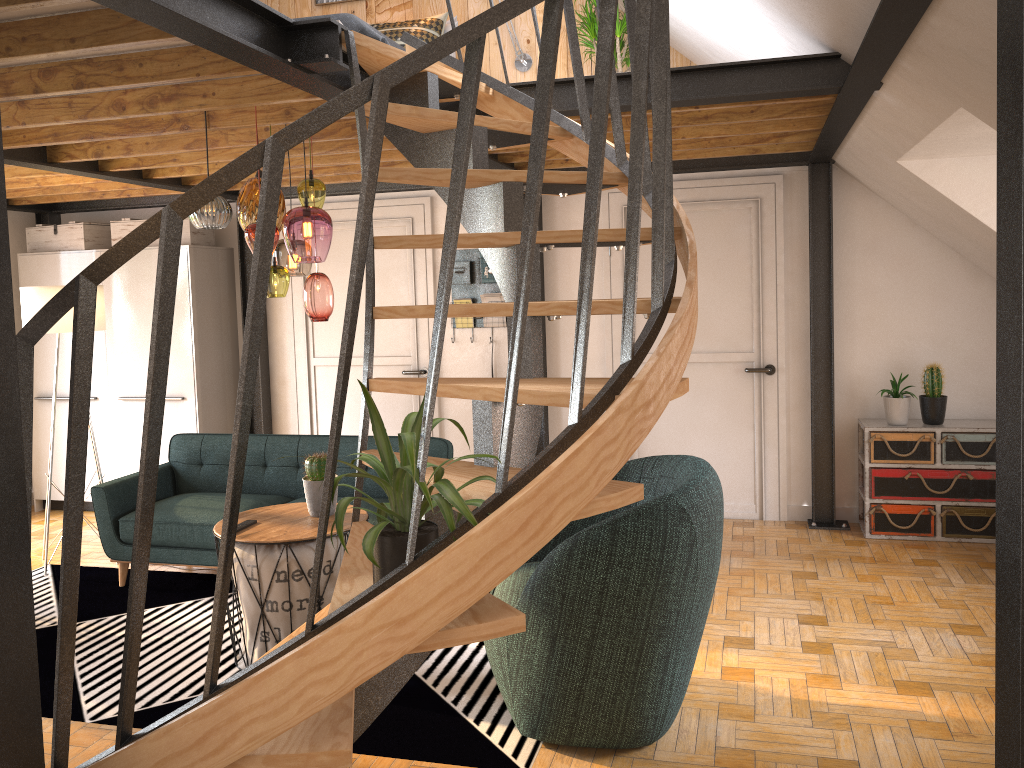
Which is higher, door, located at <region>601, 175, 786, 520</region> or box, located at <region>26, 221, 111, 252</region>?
box, located at <region>26, 221, 111, 252</region>

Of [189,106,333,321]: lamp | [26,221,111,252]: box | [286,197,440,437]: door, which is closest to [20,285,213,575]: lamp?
[26,221,111,252]: box

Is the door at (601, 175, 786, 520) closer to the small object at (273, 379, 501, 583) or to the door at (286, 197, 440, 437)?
the door at (286, 197, 440, 437)

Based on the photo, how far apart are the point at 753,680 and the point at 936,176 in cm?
263

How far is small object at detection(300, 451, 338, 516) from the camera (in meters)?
4.00

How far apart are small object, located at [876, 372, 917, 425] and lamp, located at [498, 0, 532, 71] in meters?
3.2 m

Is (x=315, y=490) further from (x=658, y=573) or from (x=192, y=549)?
(x=658, y=573)

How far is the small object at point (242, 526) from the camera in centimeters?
387cm

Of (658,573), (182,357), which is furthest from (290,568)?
(182,357)

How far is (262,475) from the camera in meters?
5.3 m
